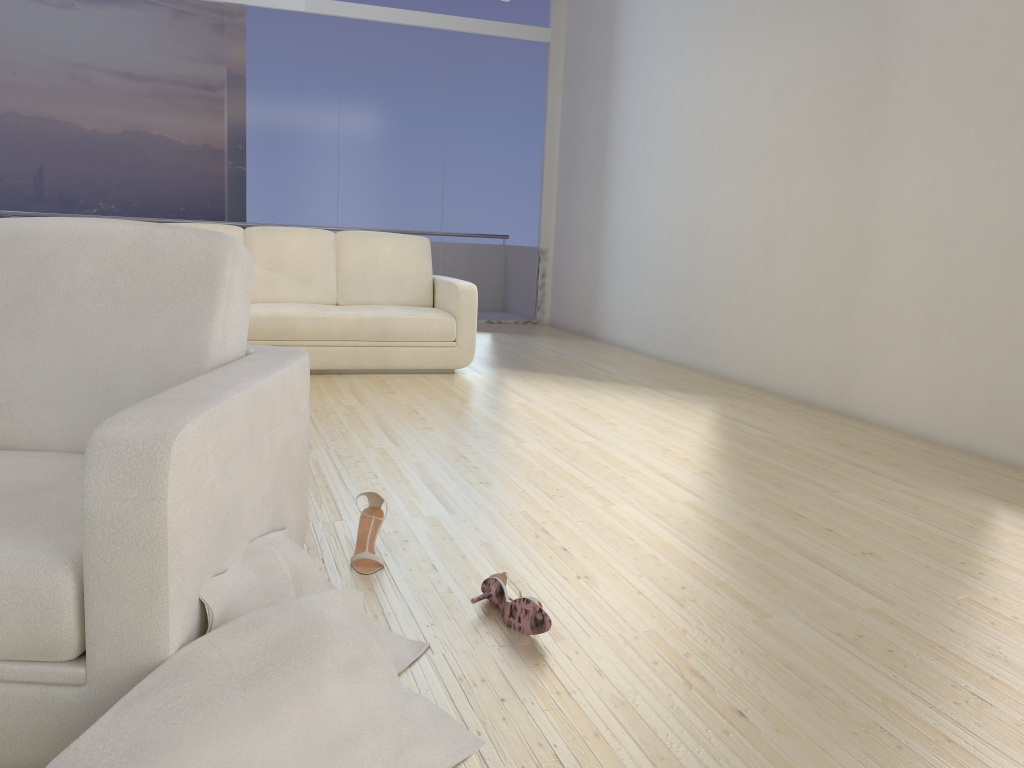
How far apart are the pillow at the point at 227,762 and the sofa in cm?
374

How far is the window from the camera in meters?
7.9 m

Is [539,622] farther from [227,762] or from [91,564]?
[91,564]

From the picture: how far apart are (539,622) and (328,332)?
3.60m

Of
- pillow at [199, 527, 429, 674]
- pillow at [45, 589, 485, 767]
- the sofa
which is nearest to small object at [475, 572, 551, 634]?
pillow at [199, 527, 429, 674]

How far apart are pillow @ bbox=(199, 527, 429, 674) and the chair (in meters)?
0.01

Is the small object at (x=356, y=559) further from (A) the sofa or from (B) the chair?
(A) the sofa

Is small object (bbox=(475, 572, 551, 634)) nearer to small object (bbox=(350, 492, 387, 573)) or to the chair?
small object (bbox=(350, 492, 387, 573))

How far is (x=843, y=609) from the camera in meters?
2.2

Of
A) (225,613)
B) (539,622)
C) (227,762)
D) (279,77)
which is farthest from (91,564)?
(279,77)
